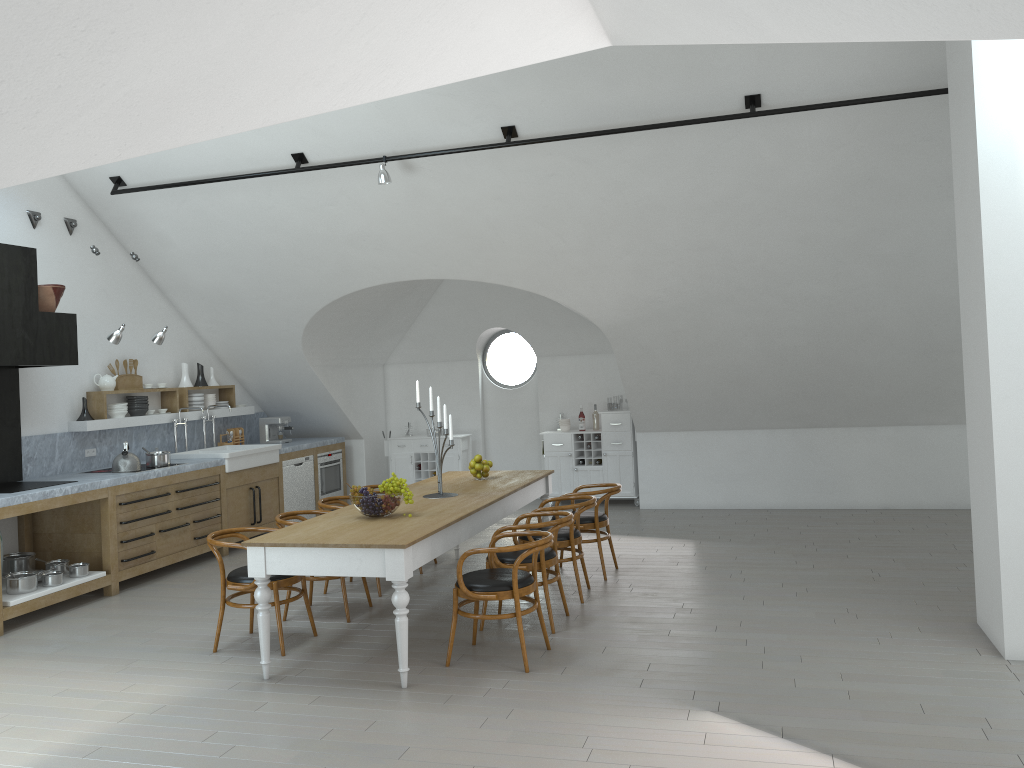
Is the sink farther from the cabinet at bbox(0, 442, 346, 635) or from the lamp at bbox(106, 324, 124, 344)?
the lamp at bbox(106, 324, 124, 344)

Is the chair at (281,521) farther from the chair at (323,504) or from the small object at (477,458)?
the small object at (477,458)

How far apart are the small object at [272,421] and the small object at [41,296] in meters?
3.7

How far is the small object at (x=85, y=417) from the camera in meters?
8.2 m

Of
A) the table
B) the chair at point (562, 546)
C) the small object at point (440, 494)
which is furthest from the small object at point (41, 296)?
the chair at point (562, 546)

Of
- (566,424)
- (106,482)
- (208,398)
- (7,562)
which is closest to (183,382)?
(208,398)

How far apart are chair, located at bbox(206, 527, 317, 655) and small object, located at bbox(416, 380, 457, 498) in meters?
1.2 m

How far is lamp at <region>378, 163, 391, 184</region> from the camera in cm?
721

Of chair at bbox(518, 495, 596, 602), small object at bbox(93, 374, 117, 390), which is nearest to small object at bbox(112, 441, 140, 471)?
small object at bbox(93, 374, 117, 390)

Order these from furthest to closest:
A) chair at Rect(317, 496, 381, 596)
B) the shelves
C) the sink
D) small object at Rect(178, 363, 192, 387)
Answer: small object at Rect(178, 363, 192, 387) < the sink < the shelves < chair at Rect(317, 496, 381, 596)
